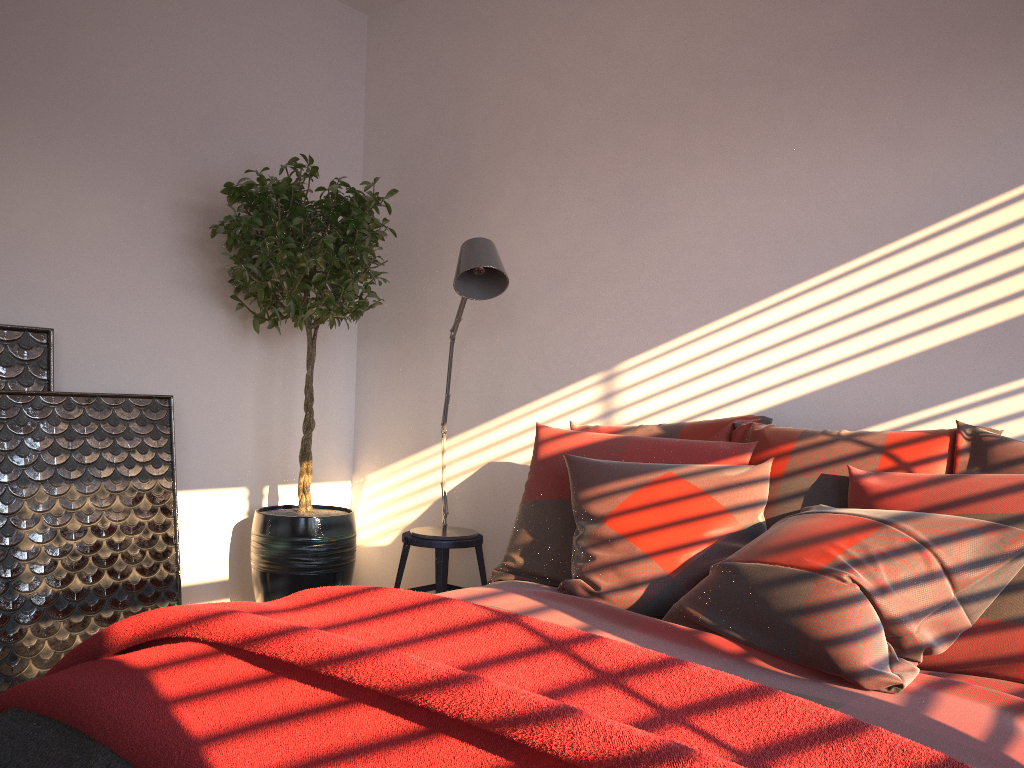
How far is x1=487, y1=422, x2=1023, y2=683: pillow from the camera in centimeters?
184cm

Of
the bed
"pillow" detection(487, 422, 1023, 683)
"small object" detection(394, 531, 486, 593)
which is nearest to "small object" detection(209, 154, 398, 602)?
"small object" detection(394, 531, 486, 593)

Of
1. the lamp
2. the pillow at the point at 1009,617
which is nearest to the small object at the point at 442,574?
the lamp

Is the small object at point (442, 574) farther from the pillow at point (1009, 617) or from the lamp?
the pillow at point (1009, 617)

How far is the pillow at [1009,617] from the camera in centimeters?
184cm

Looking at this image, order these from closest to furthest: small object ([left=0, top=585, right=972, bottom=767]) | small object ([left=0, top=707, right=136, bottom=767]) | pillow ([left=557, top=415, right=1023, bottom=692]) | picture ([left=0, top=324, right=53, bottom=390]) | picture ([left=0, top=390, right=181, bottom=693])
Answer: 1. small object ([left=0, top=585, right=972, bottom=767])
2. small object ([left=0, top=707, right=136, bottom=767])
3. pillow ([left=557, top=415, right=1023, bottom=692])
4. picture ([left=0, top=390, right=181, bottom=693])
5. picture ([left=0, top=324, right=53, bottom=390])

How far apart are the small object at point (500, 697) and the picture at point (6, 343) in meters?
1.5 m

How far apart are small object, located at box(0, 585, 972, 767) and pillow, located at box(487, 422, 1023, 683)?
0.8 meters

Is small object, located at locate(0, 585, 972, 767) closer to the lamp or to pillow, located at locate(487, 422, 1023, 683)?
pillow, located at locate(487, 422, 1023, 683)

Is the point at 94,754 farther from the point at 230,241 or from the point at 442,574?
the point at 230,241
